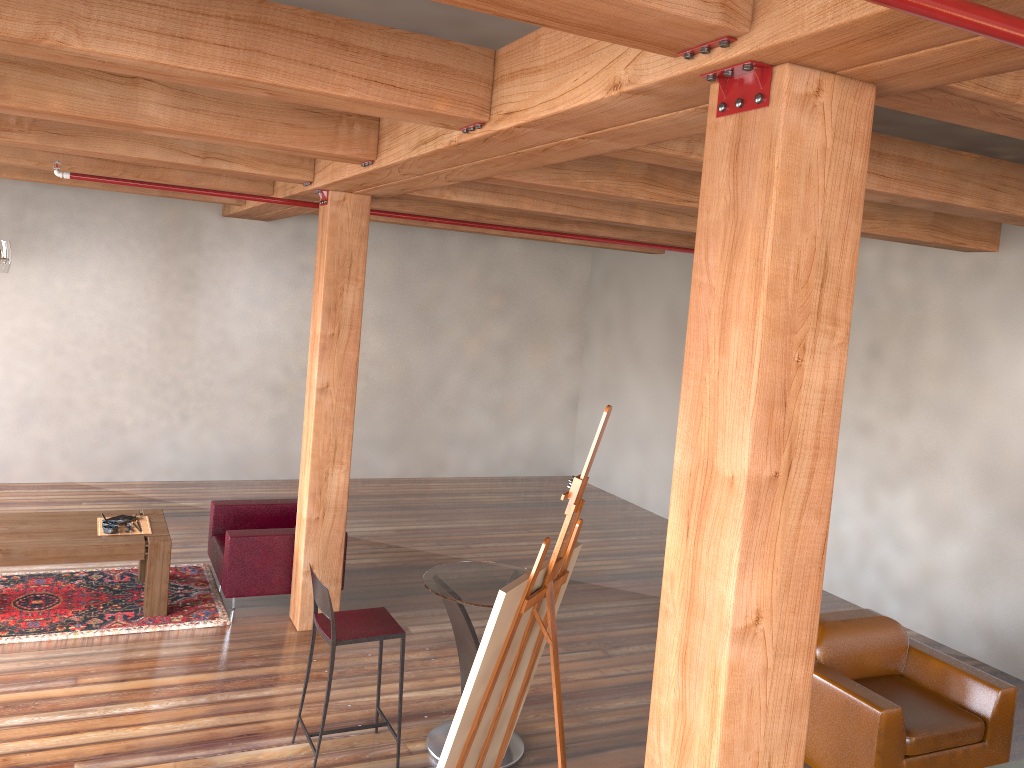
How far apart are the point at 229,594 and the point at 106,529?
1.0m

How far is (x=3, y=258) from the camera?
6.5 meters

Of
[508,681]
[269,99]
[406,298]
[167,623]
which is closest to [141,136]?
[269,99]

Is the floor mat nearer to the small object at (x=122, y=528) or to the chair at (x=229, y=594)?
the chair at (x=229, y=594)

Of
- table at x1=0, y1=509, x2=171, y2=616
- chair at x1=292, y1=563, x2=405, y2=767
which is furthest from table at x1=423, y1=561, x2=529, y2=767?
table at x1=0, y1=509, x2=171, y2=616

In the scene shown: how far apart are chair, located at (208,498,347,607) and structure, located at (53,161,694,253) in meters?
2.5 m

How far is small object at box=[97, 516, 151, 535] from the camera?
6.46m

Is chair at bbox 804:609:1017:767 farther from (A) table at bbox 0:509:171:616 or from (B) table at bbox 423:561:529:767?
(A) table at bbox 0:509:171:616

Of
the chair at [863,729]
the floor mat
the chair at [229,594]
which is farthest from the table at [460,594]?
the floor mat

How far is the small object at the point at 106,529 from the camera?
6.28m
